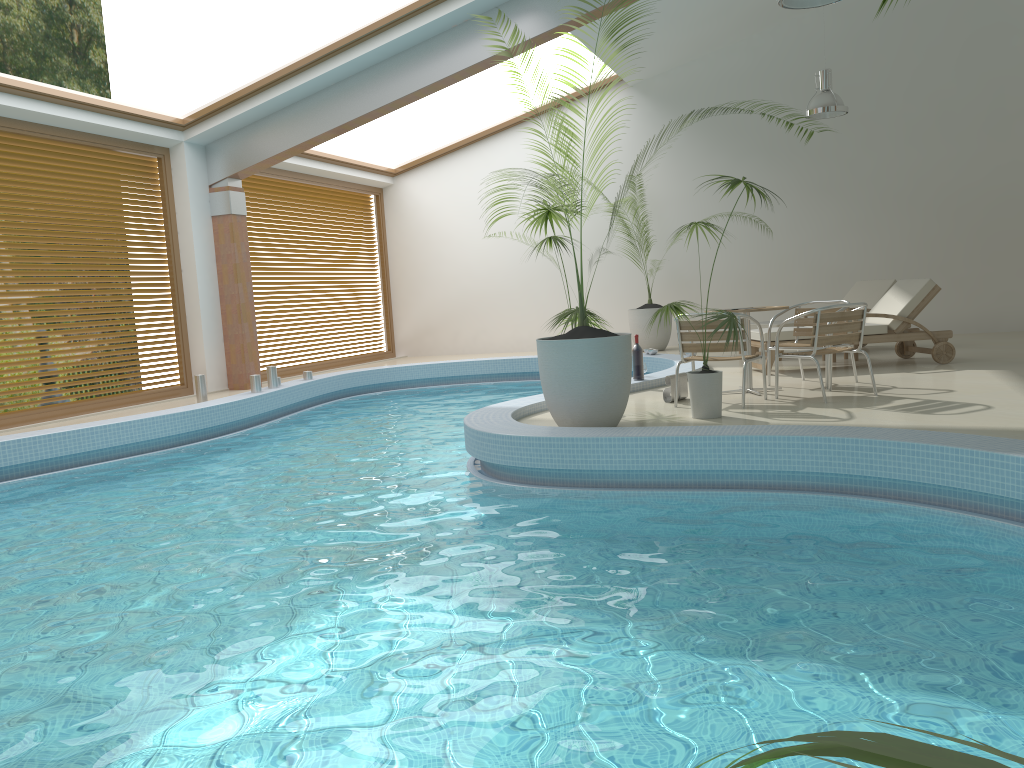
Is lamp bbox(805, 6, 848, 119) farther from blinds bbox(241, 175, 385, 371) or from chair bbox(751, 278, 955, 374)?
blinds bbox(241, 175, 385, 371)

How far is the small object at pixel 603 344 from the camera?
5.85m

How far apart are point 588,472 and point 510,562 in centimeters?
155cm

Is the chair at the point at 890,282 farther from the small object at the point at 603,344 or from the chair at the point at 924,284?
the small object at the point at 603,344

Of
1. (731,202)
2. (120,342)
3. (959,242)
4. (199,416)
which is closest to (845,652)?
(199,416)

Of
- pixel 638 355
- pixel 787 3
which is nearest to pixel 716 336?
pixel 638 355

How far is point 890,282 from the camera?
10.82m

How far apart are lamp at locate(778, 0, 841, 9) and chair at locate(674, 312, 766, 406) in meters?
2.4 m

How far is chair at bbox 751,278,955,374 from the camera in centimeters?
886cm

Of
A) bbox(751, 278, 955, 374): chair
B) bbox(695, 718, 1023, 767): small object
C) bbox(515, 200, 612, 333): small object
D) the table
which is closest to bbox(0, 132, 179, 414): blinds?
bbox(515, 200, 612, 333): small object
